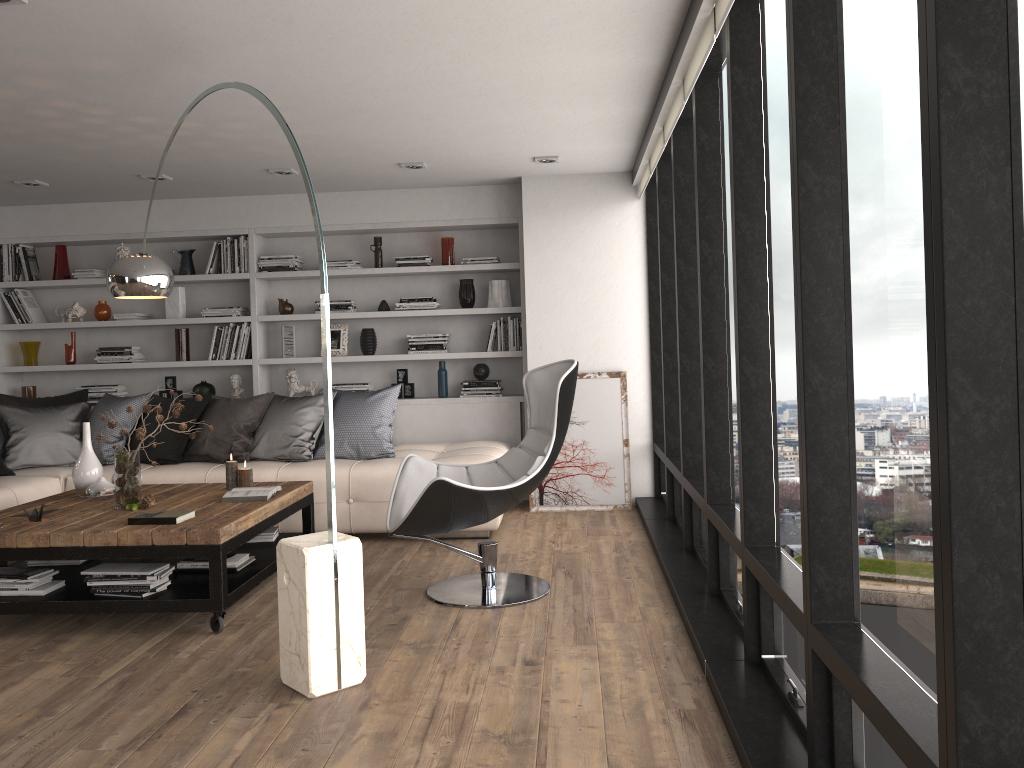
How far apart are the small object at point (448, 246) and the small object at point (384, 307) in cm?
59

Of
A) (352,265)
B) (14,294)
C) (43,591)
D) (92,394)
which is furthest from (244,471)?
(14,294)

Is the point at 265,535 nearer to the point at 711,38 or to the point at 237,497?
the point at 237,497

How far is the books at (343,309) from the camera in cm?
692

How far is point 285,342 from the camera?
7.02m

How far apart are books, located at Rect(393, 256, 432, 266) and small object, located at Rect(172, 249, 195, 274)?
1.7 meters

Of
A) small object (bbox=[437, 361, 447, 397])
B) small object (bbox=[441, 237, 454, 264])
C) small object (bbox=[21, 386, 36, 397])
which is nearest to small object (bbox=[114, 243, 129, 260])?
small object (bbox=[21, 386, 36, 397])

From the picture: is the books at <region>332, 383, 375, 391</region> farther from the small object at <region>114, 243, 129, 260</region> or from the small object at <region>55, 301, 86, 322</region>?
the small object at <region>55, 301, 86, 322</region>

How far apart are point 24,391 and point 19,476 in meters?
2.0

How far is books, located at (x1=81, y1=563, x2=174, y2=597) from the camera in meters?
3.8
